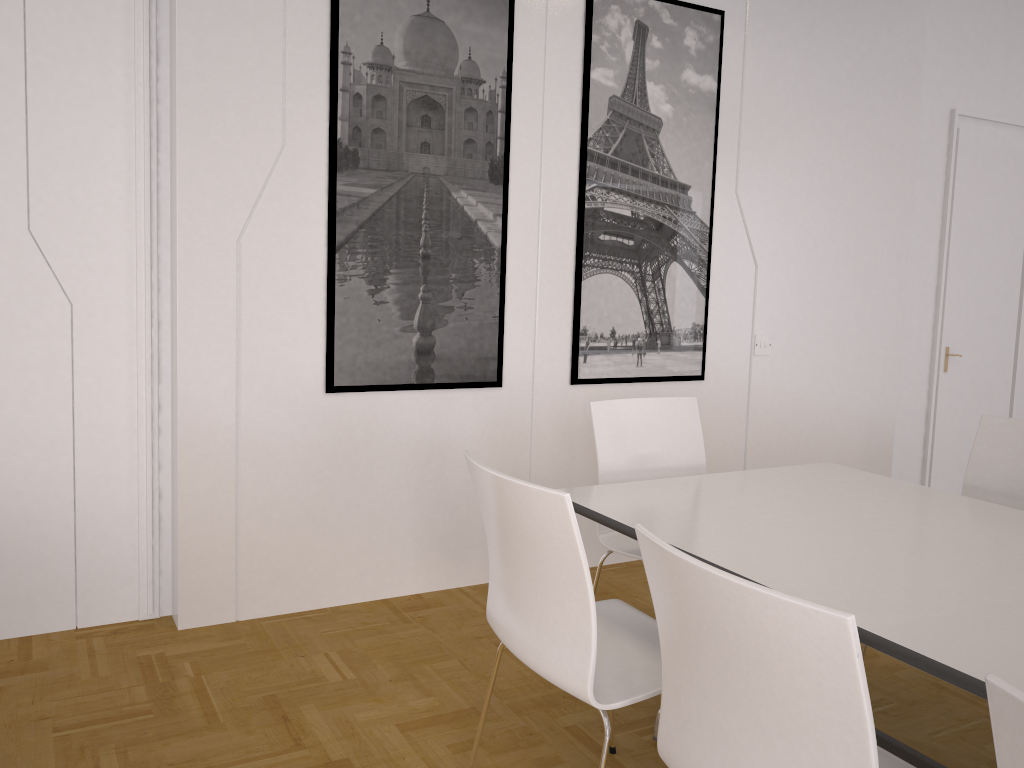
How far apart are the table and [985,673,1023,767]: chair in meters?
0.5

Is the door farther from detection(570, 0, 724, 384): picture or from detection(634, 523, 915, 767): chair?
detection(634, 523, 915, 767): chair

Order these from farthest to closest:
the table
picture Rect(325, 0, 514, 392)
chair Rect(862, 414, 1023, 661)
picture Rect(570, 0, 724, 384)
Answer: picture Rect(570, 0, 724, 384) < picture Rect(325, 0, 514, 392) < chair Rect(862, 414, 1023, 661) < the table

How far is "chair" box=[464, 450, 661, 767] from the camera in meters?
1.9 m

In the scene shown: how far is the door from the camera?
5.4m

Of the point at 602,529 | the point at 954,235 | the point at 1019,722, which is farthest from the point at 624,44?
the point at 1019,722

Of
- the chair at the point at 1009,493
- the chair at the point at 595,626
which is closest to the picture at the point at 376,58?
the chair at the point at 595,626

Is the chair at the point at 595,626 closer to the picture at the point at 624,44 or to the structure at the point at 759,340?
the picture at the point at 624,44

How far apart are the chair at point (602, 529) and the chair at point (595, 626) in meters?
0.4 m

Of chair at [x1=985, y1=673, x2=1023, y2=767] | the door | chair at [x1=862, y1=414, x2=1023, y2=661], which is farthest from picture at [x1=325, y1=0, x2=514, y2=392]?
the door
